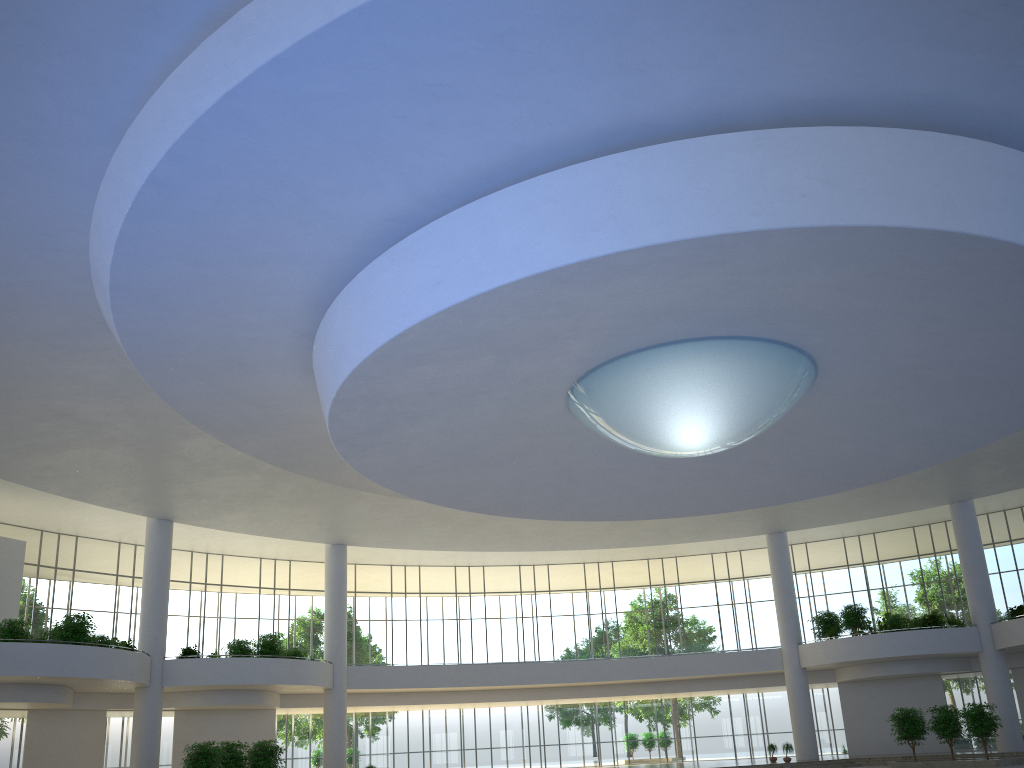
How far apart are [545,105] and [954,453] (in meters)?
34.85
